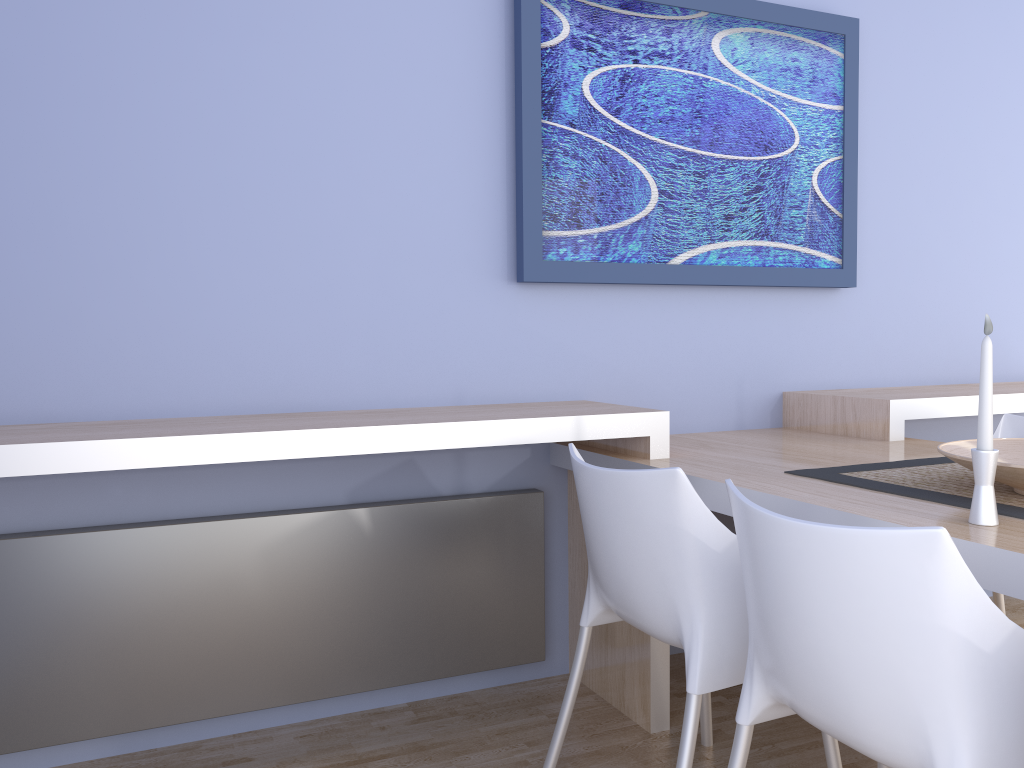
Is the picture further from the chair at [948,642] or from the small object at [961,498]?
the chair at [948,642]

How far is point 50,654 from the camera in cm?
207

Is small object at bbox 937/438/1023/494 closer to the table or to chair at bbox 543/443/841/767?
the table

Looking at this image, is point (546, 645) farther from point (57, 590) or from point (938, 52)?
point (938, 52)

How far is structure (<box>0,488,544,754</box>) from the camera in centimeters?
207cm

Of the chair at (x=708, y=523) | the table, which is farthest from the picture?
the chair at (x=708, y=523)

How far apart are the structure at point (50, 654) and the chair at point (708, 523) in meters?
0.5

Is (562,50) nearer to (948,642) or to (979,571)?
(979,571)

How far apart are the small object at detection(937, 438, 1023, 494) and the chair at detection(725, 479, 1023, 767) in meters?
0.5

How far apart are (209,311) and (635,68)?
1.43m
